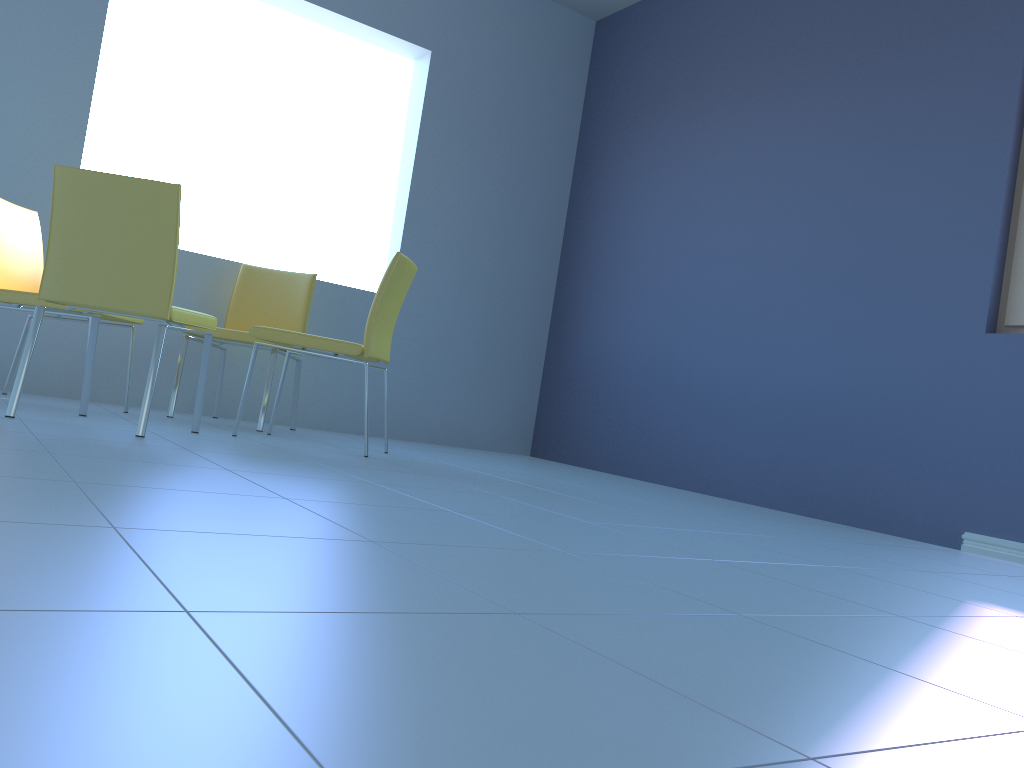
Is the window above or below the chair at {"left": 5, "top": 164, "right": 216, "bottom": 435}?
above

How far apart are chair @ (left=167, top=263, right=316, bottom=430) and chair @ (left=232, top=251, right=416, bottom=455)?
0.18m

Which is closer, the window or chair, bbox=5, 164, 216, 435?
chair, bbox=5, 164, 216, 435

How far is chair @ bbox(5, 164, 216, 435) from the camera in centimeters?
241cm

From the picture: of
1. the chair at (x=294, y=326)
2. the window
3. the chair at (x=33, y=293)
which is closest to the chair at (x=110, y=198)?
the chair at (x=33, y=293)

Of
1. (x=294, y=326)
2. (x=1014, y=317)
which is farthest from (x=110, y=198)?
(x=1014, y=317)

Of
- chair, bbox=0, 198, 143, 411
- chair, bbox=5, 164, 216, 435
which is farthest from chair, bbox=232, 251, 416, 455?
chair, bbox=0, 198, 143, 411

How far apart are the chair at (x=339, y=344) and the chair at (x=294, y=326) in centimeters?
18cm

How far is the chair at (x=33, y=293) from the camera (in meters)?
2.98

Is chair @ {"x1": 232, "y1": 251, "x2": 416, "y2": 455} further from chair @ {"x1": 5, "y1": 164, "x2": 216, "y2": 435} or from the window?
the window
